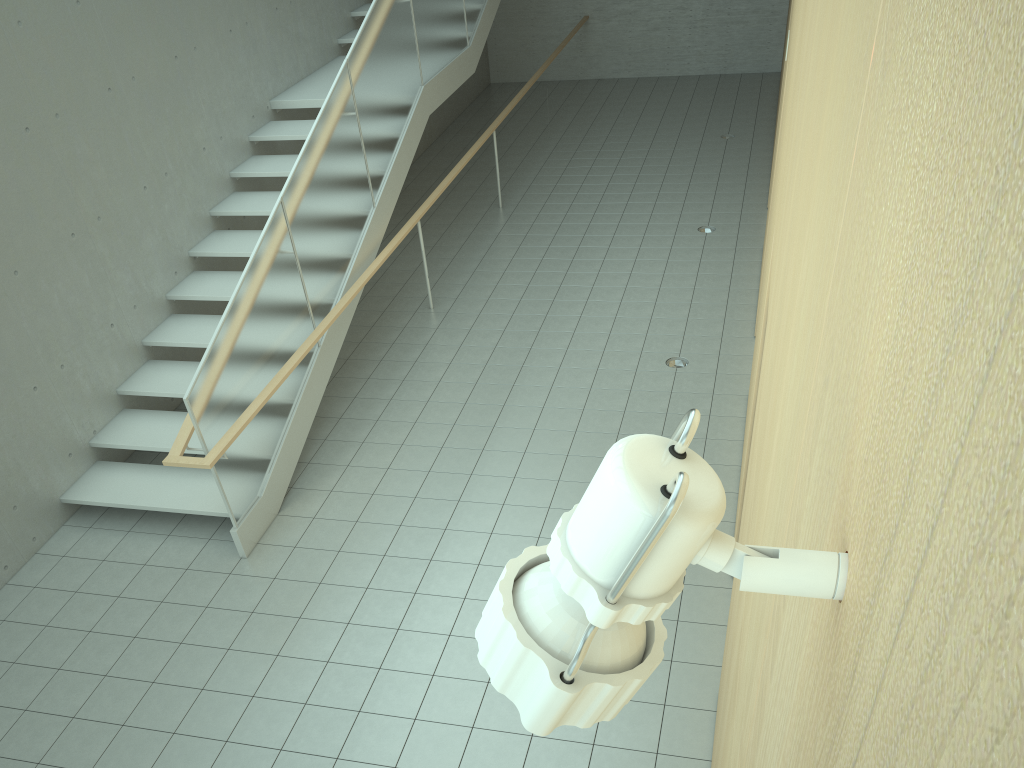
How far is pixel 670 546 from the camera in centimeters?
44cm

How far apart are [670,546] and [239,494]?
5.5m

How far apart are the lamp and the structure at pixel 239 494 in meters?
4.8 m

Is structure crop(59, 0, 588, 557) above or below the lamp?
below

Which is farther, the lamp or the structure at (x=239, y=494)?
the structure at (x=239, y=494)

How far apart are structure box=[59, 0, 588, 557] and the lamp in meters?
4.8

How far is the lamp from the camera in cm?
44

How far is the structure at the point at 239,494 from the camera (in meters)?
5.58

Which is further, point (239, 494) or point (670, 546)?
point (239, 494)

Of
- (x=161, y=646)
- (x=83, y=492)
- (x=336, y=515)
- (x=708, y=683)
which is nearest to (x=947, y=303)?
(x=708, y=683)
